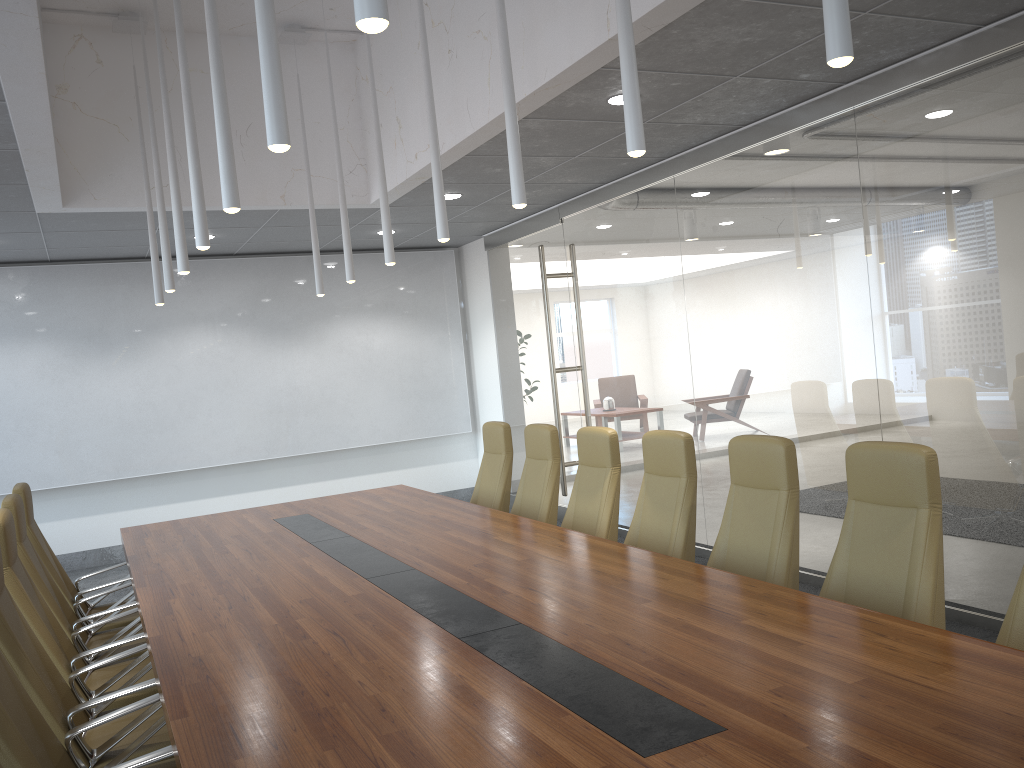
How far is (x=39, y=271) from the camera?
9.8 meters

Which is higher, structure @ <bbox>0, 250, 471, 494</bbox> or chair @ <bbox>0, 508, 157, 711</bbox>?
structure @ <bbox>0, 250, 471, 494</bbox>

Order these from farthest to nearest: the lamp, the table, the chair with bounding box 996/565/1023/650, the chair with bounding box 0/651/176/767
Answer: the chair with bounding box 996/565/1023/650 → the chair with bounding box 0/651/176/767 → the lamp → the table

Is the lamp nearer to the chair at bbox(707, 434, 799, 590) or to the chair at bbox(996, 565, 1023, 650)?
the chair at bbox(707, 434, 799, 590)

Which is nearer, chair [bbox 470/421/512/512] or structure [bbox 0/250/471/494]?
chair [bbox 470/421/512/512]

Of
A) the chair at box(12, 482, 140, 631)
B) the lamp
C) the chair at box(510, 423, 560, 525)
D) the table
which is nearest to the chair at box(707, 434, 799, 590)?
the table

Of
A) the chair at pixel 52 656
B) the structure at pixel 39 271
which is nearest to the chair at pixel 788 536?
the chair at pixel 52 656

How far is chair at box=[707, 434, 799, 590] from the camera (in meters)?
4.23

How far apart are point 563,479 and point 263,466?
3.9m

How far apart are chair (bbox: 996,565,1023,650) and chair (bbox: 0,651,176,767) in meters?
2.9
